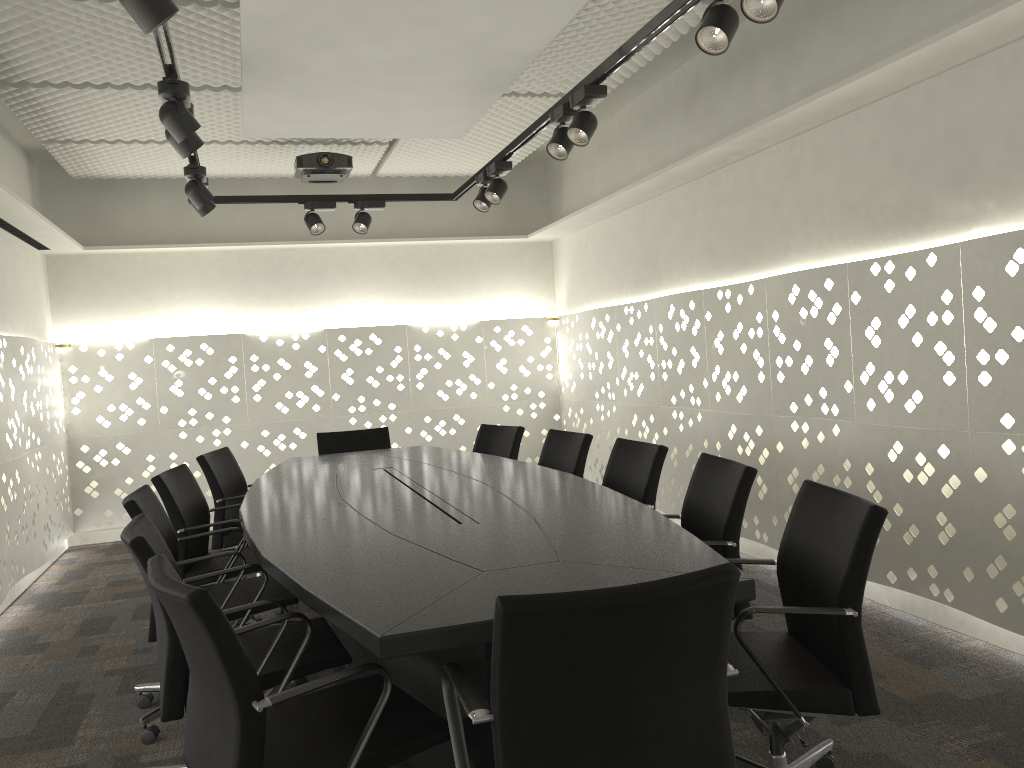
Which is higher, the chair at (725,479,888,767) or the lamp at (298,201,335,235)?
the lamp at (298,201,335,235)

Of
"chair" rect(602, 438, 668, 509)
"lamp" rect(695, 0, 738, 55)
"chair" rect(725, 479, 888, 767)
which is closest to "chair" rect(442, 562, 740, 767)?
"chair" rect(725, 479, 888, 767)

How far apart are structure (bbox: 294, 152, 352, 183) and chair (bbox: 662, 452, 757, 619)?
3.2m

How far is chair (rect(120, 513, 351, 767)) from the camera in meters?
2.1

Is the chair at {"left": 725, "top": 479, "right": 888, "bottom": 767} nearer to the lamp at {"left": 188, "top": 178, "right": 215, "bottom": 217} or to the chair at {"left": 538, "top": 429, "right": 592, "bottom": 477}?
the chair at {"left": 538, "top": 429, "right": 592, "bottom": 477}

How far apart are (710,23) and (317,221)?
3.1 meters

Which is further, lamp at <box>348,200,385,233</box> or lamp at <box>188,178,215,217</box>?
lamp at <box>348,200,385,233</box>

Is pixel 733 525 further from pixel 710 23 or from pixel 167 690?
pixel 167 690

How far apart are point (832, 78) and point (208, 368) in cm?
449

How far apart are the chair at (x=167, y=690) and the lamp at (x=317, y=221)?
2.83m
